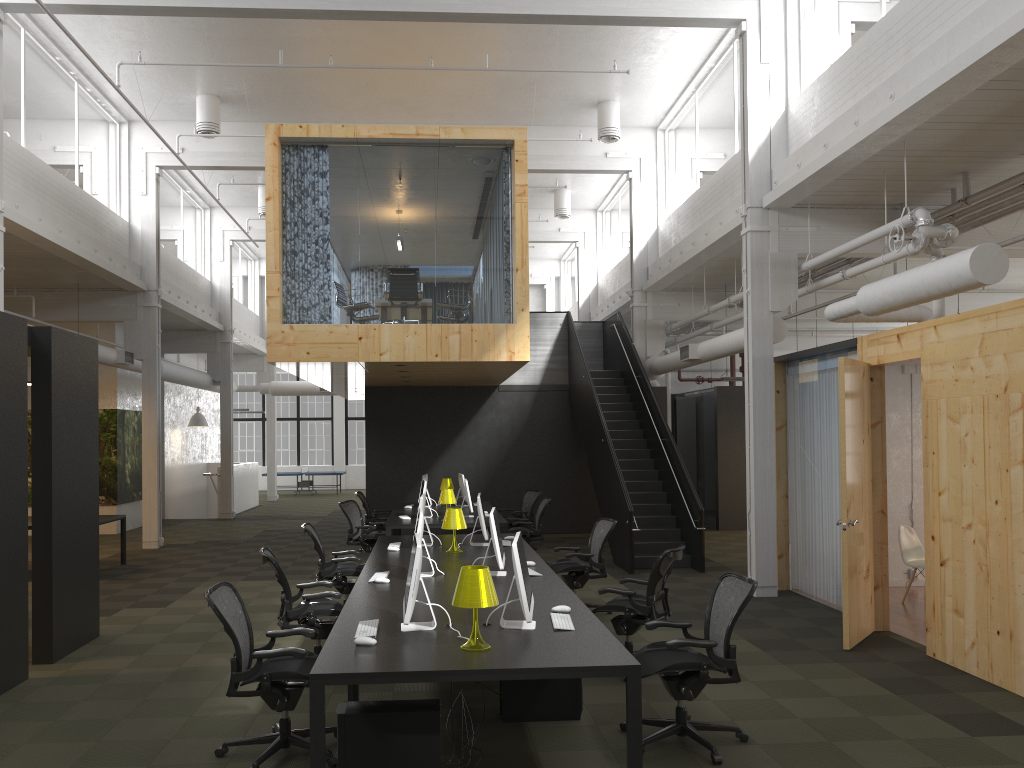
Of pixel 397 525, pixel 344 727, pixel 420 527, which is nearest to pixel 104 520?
pixel 397 525

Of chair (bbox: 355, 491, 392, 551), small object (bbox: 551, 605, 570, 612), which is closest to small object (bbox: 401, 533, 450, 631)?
small object (bbox: 551, 605, 570, 612)

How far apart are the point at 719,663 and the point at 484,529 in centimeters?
405cm

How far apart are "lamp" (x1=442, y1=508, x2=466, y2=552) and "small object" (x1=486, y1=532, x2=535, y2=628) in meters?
3.2

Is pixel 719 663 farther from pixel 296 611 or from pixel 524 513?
pixel 524 513

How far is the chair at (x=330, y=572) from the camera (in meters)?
8.74

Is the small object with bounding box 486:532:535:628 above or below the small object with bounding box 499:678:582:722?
above

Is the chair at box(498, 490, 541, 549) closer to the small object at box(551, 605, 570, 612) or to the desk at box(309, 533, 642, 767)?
the desk at box(309, 533, 642, 767)

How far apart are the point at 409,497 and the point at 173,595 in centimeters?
662cm

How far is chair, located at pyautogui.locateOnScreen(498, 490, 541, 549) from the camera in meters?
14.3
